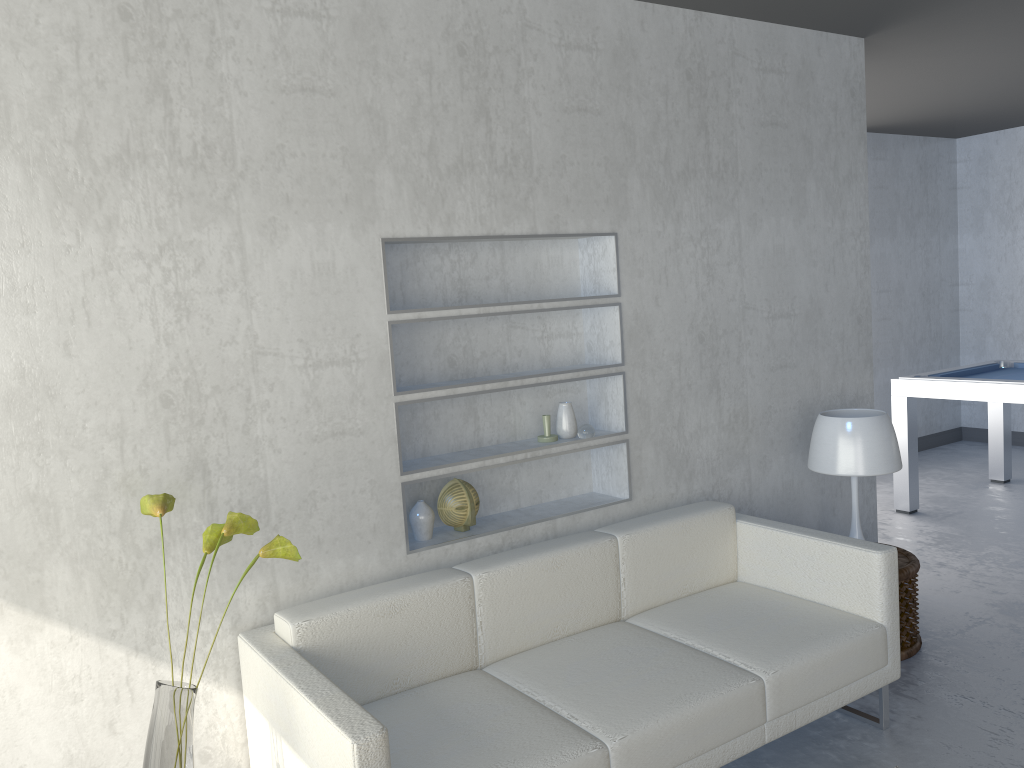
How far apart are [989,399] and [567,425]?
2.9 meters

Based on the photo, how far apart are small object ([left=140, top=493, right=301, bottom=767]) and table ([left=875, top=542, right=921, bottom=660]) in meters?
2.3

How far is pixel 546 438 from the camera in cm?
318

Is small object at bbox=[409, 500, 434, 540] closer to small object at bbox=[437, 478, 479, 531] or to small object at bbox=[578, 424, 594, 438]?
small object at bbox=[437, 478, 479, 531]

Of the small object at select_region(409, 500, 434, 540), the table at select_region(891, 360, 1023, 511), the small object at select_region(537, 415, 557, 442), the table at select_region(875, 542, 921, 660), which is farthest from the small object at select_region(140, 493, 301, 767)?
the table at select_region(891, 360, 1023, 511)

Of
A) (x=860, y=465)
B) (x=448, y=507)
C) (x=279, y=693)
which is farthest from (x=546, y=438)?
(x=279, y=693)

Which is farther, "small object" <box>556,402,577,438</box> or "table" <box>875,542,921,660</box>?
"table" <box>875,542,921,660</box>

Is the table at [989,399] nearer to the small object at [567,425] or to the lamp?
the lamp

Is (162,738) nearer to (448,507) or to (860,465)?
(448,507)

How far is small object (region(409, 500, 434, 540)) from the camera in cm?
290
